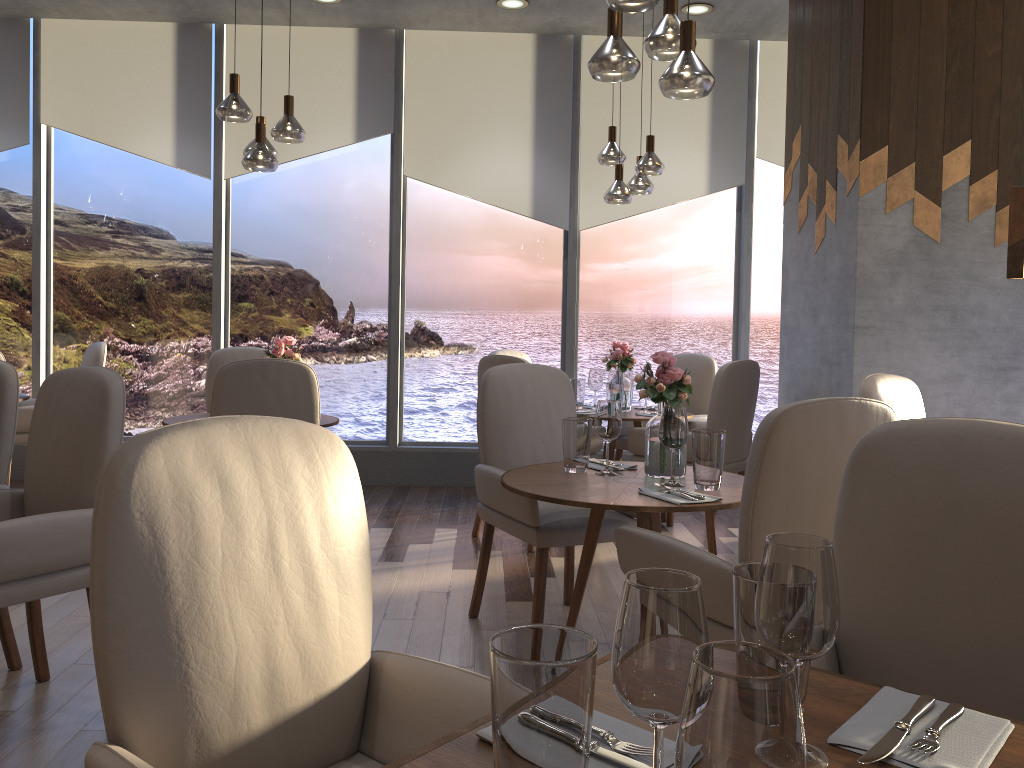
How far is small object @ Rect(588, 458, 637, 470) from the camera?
3.04m

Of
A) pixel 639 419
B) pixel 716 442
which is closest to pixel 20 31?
pixel 639 419

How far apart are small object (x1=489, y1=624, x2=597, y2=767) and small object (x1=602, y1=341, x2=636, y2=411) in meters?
4.3

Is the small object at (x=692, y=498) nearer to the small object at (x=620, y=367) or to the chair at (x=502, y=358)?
the chair at (x=502, y=358)

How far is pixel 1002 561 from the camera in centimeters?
141cm

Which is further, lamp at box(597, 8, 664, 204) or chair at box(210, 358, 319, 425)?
lamp at box(597, 8, 664, 204)

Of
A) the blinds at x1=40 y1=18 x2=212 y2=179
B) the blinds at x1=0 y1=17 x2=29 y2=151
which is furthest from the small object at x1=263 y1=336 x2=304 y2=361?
the blinds at x1=0 y1=17 x2=29 y2=151

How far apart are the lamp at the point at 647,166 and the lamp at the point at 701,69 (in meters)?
2.02

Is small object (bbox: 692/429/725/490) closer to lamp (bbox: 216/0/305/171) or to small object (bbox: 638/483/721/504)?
small object (bbox: 638/483/721/504)

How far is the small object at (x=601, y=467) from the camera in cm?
304
